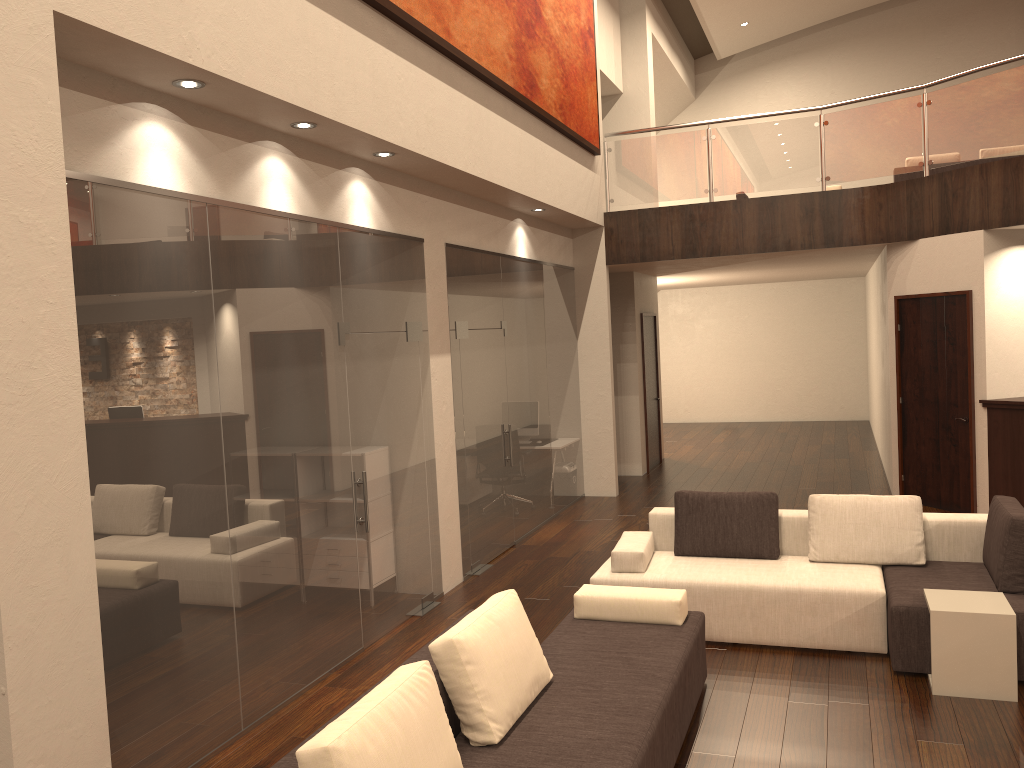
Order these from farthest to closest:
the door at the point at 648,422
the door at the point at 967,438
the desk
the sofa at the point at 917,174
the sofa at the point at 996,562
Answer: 1. the door at the point at 648,422
2. the sofa at the point at 917,174
3. the door at the point at 967,438
4. the desk
5. the sofa at the point at 996,562

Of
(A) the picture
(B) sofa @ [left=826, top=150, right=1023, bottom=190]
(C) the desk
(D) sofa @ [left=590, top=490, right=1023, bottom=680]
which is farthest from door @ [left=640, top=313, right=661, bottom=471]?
(D) sofa @ [left=590, top=490, right=1023, bottom=680]

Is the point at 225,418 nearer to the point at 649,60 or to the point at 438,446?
the point at 438,446

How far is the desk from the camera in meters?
8.3

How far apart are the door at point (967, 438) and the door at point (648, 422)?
3.8 meters

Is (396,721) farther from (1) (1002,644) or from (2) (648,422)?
(2) (648,422)

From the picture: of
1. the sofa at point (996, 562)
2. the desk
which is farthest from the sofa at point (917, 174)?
the sofa at point (996, 562)

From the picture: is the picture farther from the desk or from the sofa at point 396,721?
the desk

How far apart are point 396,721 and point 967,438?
7.7m

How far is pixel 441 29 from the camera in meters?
6.1
